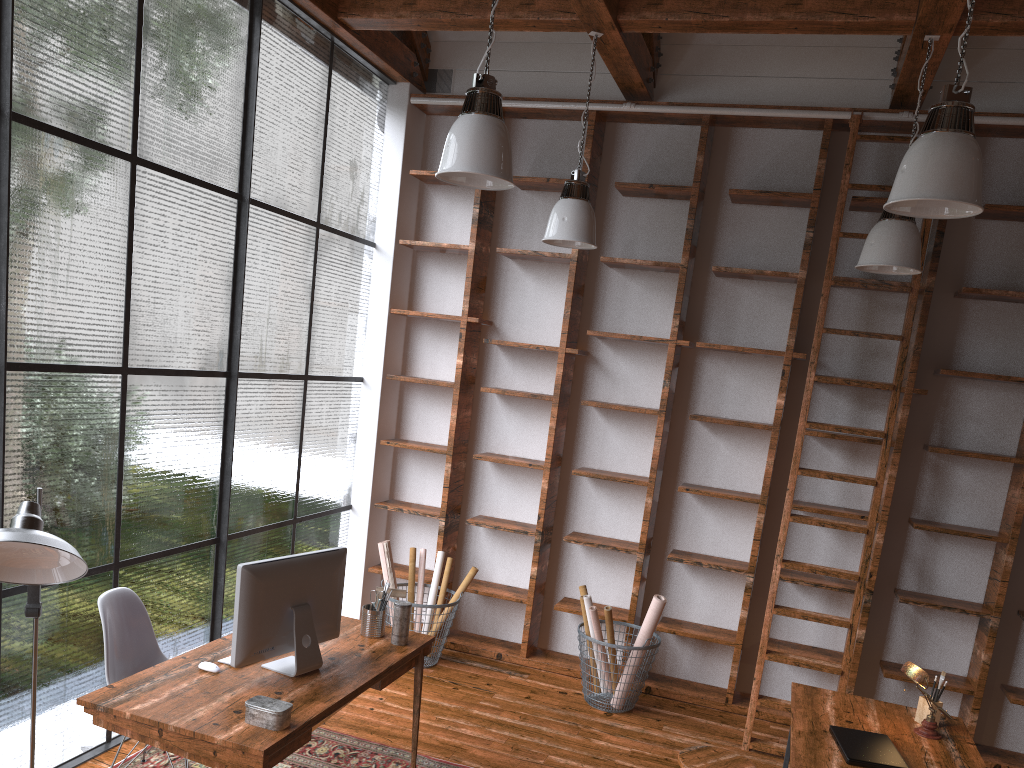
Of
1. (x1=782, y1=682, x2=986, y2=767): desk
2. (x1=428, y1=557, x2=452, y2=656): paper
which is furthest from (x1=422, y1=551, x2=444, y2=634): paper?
(x1=782, y1=682, x2=986, y2=767): desk

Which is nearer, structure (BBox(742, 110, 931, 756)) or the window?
the window

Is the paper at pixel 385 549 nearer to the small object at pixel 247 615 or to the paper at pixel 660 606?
the paper at pixel 660 606

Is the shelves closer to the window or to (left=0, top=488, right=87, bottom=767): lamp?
the window

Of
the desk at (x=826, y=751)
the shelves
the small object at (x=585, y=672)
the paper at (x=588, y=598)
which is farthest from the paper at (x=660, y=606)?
the desk at (x=826, y=751)

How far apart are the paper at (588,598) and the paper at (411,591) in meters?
1.2

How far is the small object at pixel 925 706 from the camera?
3.6 meters

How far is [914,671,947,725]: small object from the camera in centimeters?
362cm

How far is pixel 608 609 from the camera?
4.8 meters

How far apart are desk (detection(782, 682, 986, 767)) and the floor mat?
1.54m
